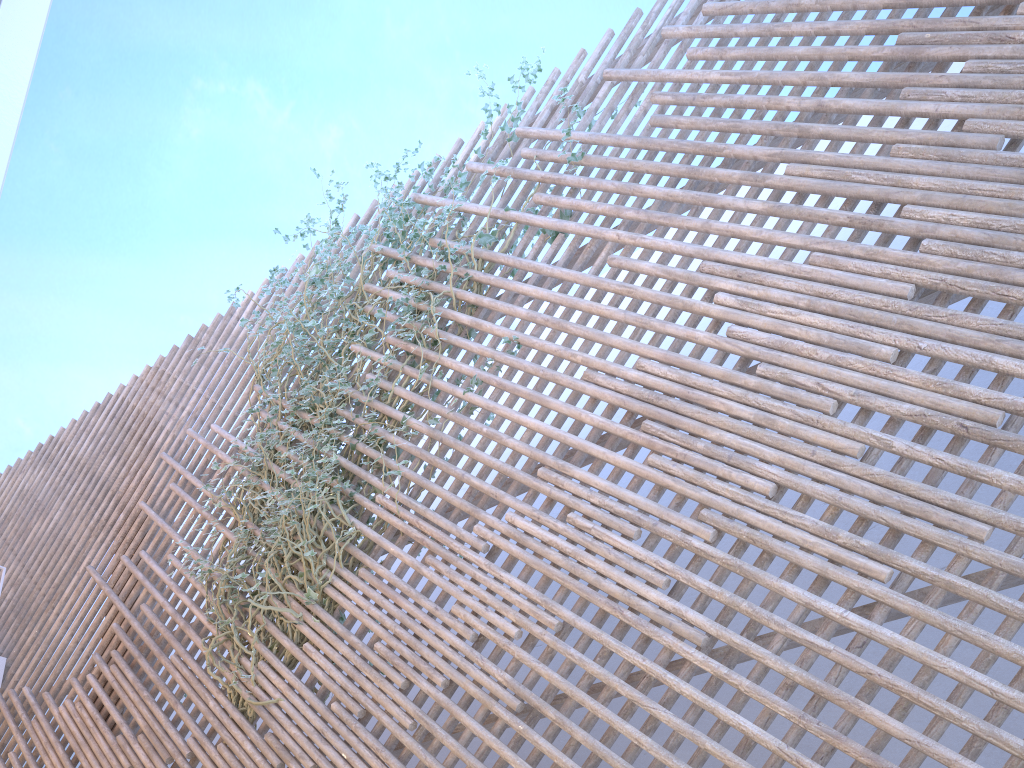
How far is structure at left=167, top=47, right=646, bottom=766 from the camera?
2.8 meters

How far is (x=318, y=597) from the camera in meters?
2.8

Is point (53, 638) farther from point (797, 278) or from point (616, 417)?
point (797, 278)

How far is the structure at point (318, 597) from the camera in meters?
2.8 m
